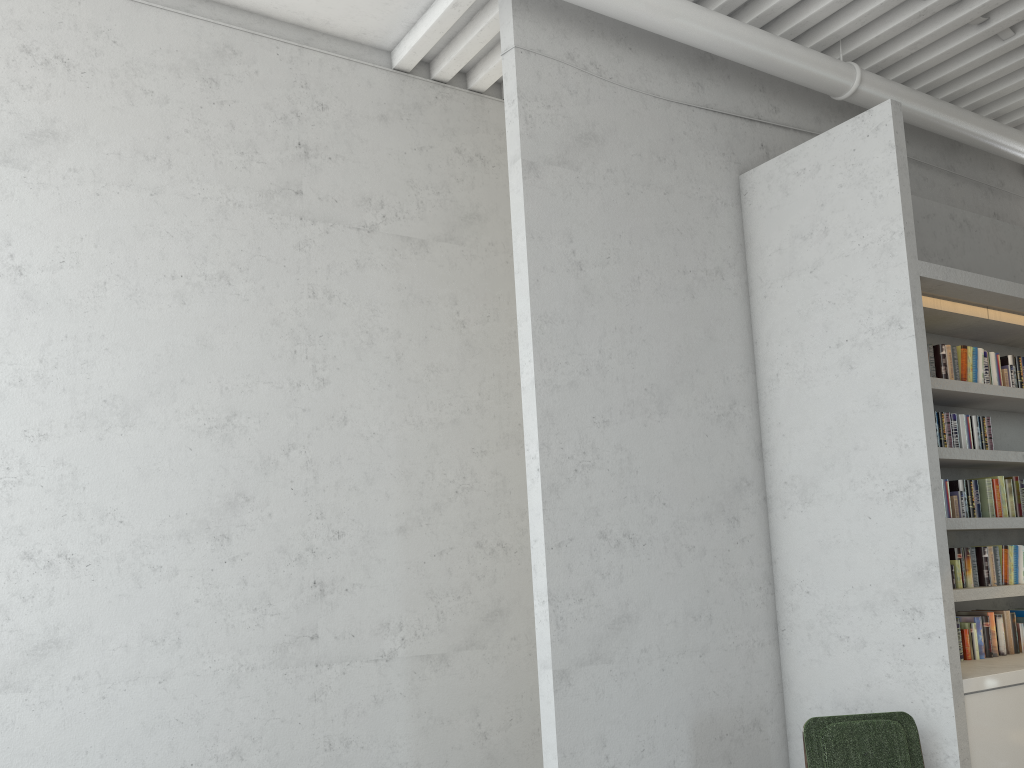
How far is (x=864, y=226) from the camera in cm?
449
